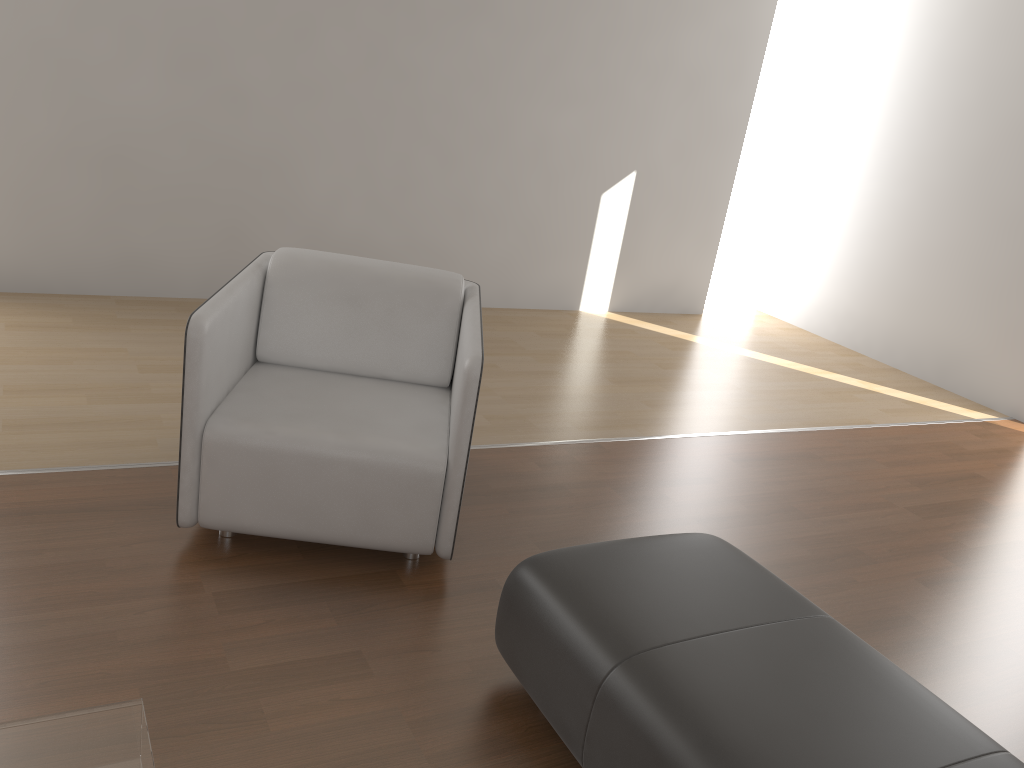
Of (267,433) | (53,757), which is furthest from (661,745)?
(267,433)

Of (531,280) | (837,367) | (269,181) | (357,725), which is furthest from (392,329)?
(837,367)

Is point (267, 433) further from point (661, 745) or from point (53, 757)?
point (661, 745)

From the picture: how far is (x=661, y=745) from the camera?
1.6m

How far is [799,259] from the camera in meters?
6.5 m

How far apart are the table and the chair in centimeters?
95cm

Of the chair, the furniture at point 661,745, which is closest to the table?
the furniture at point 661,745

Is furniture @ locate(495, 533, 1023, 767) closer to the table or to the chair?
the chair

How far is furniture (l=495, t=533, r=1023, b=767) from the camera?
1.56m

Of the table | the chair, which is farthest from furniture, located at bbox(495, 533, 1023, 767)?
the table
